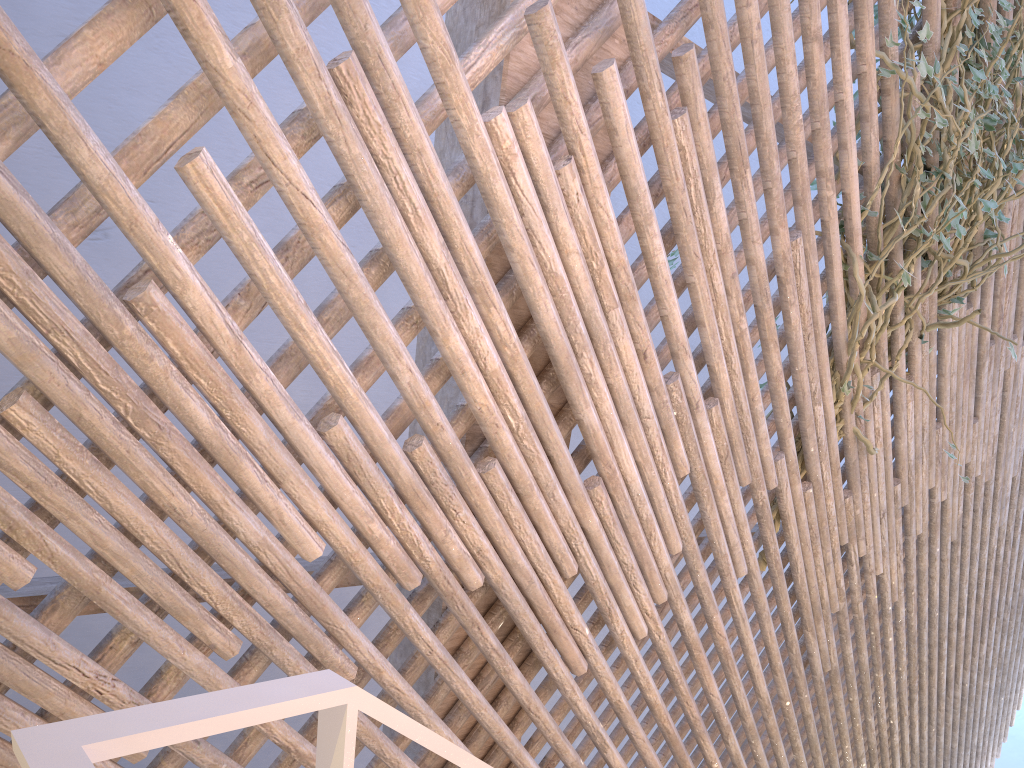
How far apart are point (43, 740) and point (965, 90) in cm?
205

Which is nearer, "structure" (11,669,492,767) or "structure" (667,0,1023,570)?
"structure" (11,669,492,767)

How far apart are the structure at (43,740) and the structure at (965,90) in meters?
1.4

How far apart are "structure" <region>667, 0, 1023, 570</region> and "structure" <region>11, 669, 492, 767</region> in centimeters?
142cm

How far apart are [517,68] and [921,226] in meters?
1.1 m

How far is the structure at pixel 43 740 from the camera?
0.26m

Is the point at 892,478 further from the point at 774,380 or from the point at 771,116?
the point at 771,116

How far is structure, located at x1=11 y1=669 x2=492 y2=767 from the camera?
0.3m

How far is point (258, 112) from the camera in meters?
0.9

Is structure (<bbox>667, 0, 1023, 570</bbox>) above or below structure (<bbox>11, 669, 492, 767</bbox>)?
above
